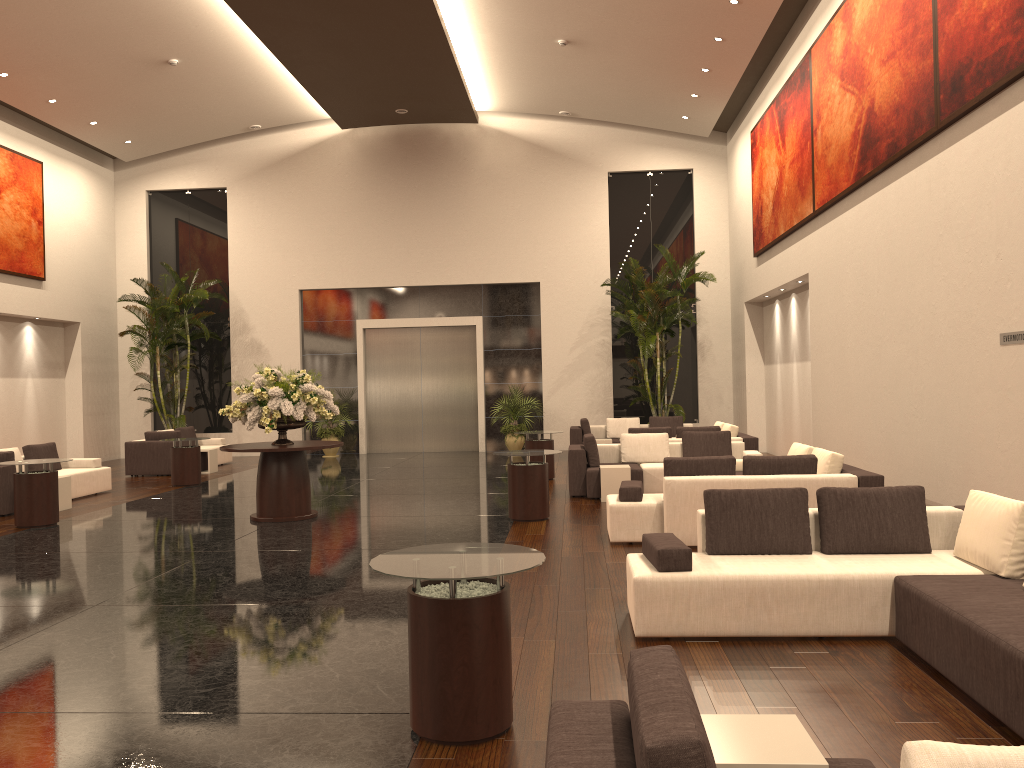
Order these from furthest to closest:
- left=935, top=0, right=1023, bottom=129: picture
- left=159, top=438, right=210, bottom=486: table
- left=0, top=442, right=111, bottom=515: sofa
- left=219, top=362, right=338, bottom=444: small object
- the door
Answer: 1. the door
2. left=159, top=438, right=210, bottom=486: table
3. left=0, top=442, right=111, bottom=515: sofa
4. left=219, top=362, right=338, bottom=444: small object
5. left=935, top=0, right=1023, bottom=129: picture

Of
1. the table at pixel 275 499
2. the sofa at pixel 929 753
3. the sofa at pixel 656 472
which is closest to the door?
the sofa at pixel 656 472

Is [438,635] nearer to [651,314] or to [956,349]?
[956,349]

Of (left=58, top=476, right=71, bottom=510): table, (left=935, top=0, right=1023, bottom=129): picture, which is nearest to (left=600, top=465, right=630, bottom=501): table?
(left=935, top=0, right=1023, bottom=129): picture

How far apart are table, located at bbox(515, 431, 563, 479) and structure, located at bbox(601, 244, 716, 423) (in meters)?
4.69

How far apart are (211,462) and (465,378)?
6.5 meters

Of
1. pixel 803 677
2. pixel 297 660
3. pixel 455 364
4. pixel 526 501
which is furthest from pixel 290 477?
pixel 455 364

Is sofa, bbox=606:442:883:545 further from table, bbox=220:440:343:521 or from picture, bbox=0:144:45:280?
picture, bbox=0:144:45:280

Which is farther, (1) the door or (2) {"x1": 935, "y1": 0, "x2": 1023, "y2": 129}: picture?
(1) the door

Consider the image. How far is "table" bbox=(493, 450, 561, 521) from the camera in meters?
10.3
